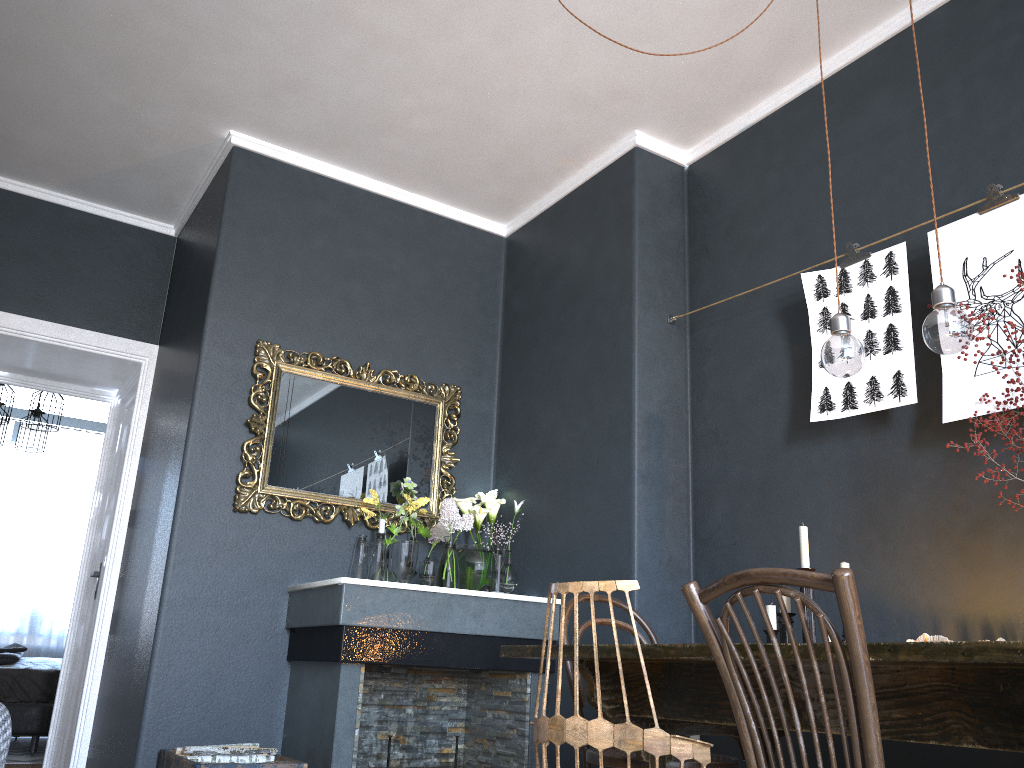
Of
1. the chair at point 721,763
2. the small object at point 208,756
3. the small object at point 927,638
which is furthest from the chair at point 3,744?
the small object at point 927,638

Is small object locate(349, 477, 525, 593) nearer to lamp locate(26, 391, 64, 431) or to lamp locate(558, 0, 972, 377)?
lamp locate(558, 0, 972, 377)

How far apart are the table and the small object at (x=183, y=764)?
1.18m

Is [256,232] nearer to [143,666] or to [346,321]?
[346,321]

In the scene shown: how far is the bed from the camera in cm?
556

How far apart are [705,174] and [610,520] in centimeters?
163cm

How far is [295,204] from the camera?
4.2m

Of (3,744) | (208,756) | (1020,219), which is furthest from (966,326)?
(208,756)

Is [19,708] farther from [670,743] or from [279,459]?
[670,743]

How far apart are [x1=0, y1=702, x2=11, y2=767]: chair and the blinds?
7.8m
